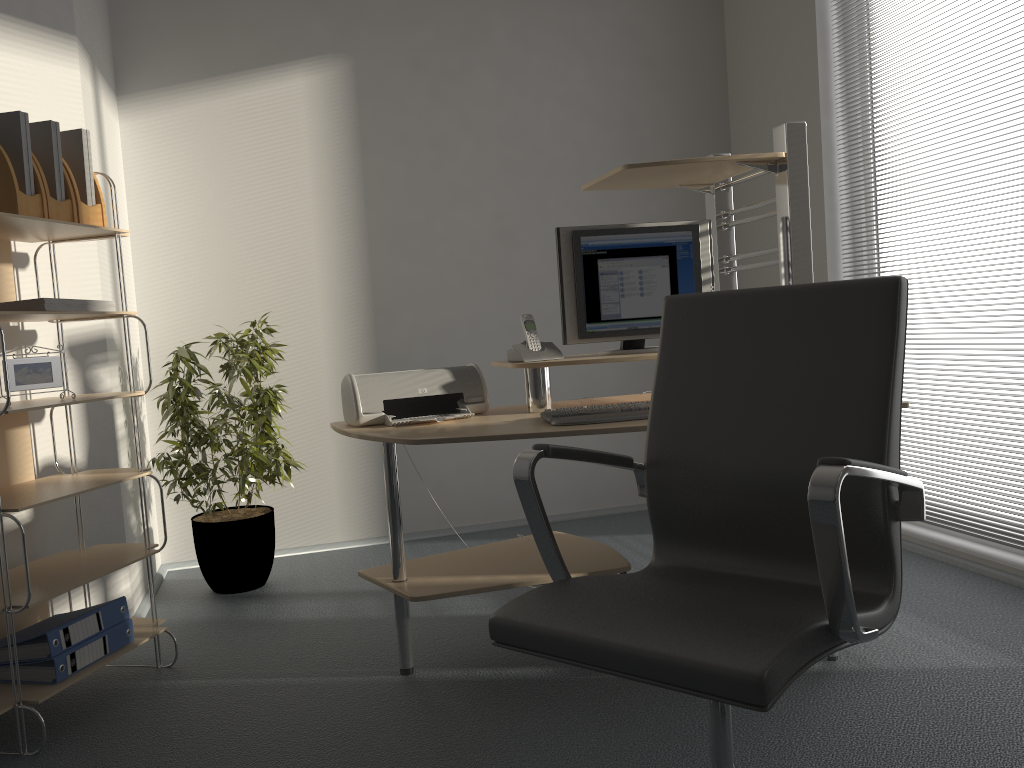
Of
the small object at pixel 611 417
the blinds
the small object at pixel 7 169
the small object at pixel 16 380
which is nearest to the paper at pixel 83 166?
the small object at pixel 7 169

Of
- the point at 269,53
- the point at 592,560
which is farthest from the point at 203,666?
the point at 269,53

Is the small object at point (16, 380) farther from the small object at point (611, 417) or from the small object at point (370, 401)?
the small object at point (611, 417)

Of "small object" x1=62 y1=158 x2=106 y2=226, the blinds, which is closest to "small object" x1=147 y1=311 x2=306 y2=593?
"small object" x1=62 y1=158 x2=106 y2=226

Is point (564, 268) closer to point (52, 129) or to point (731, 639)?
point (52, 129)

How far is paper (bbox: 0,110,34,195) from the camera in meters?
2.4 m

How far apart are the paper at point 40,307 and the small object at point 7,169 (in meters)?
0.24

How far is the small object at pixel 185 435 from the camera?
3.5m

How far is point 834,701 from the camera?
2.25m

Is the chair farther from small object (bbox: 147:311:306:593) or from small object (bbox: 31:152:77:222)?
small object (bbox: 147:311:306:593)
